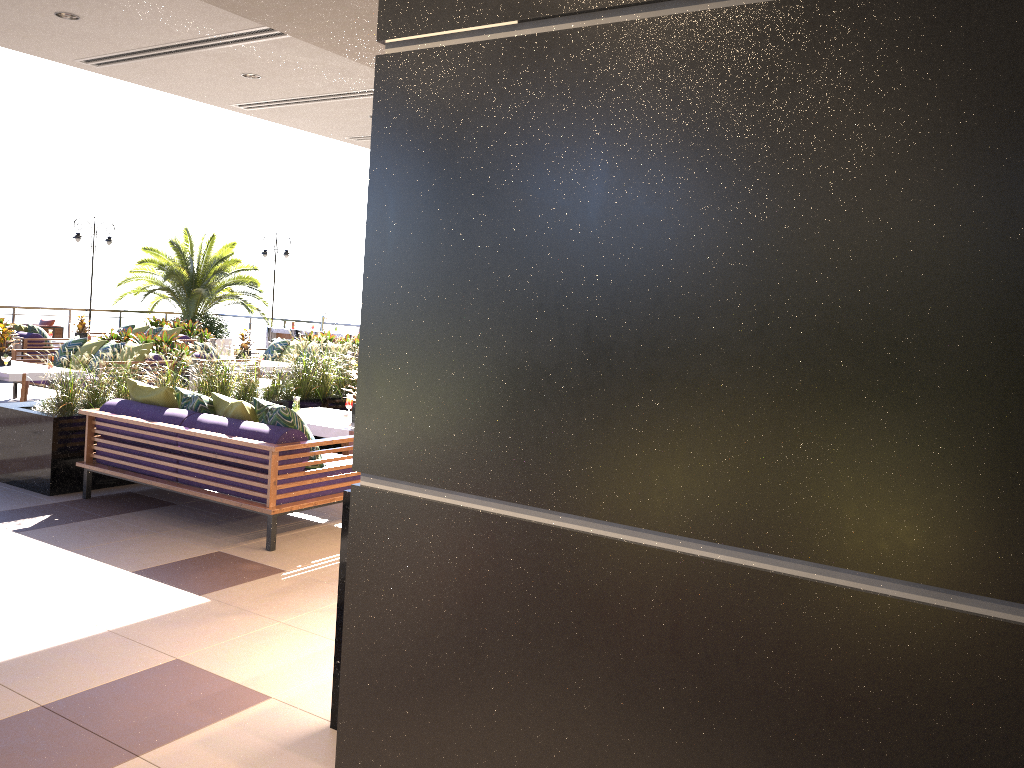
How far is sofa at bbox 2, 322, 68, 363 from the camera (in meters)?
14.82

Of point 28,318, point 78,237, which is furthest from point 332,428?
point 78,237

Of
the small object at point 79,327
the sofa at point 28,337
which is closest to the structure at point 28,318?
the small object at point 79,327

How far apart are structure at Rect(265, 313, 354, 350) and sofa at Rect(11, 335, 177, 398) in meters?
7.7 m

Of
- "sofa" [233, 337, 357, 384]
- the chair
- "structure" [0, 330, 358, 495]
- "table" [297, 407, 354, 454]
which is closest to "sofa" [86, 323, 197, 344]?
"sofa" [233, 337, 357, 384]

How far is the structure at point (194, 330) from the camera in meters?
17.8

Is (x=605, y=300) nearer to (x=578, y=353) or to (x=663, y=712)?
(x=578, y=353)

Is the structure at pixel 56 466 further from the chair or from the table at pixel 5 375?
the chair

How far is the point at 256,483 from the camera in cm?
575

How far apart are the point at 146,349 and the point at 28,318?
10.4m
